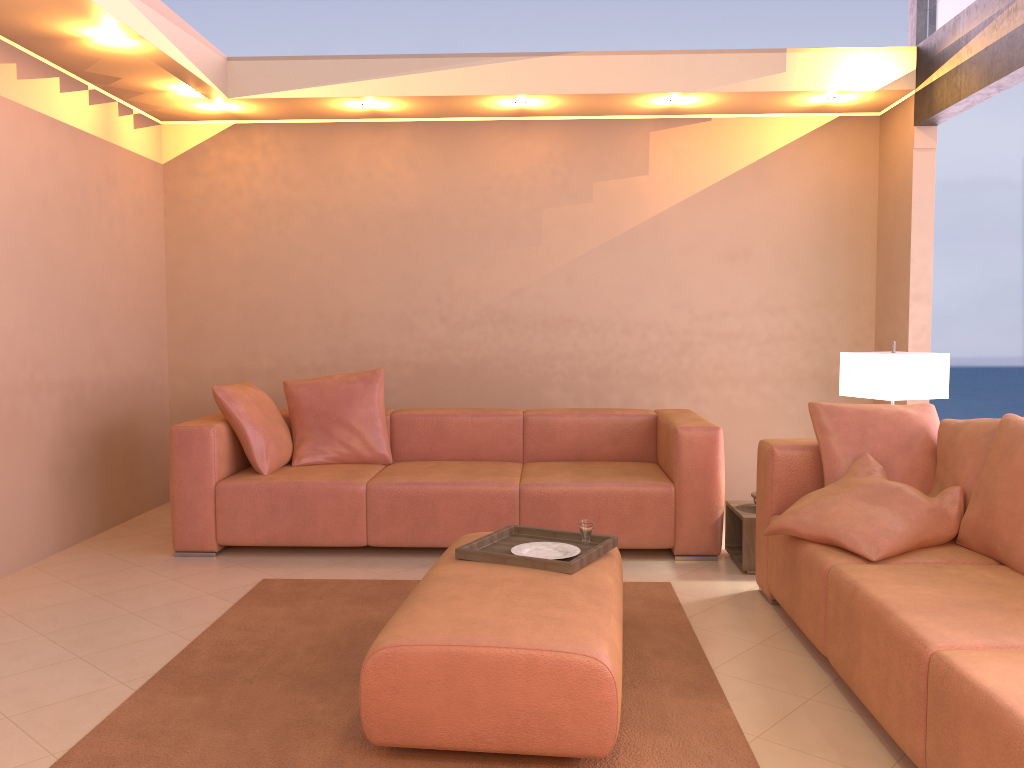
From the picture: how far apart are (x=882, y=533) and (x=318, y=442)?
3.00m

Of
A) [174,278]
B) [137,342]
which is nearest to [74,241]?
[137,342]

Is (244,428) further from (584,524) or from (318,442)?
(584,524)

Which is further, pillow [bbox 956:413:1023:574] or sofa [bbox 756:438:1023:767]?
pillow [bbox 956:413:1023:574]

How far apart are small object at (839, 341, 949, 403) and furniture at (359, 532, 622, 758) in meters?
1.6 m

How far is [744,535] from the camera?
4.1m

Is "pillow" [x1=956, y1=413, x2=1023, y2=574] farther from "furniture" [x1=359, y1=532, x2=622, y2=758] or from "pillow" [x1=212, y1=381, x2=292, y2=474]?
"pillow" [x1=212, y1=381, x2=292, y2=474]

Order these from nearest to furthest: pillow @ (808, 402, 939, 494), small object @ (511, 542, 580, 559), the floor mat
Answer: the floor mat
small object @ (511, 542, 580, 559)
pillow @ (808, 402, 939, 494)

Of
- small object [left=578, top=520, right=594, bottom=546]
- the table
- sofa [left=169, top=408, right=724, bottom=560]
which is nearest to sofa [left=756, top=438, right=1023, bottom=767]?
the table

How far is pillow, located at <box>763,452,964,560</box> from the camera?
2.90m
